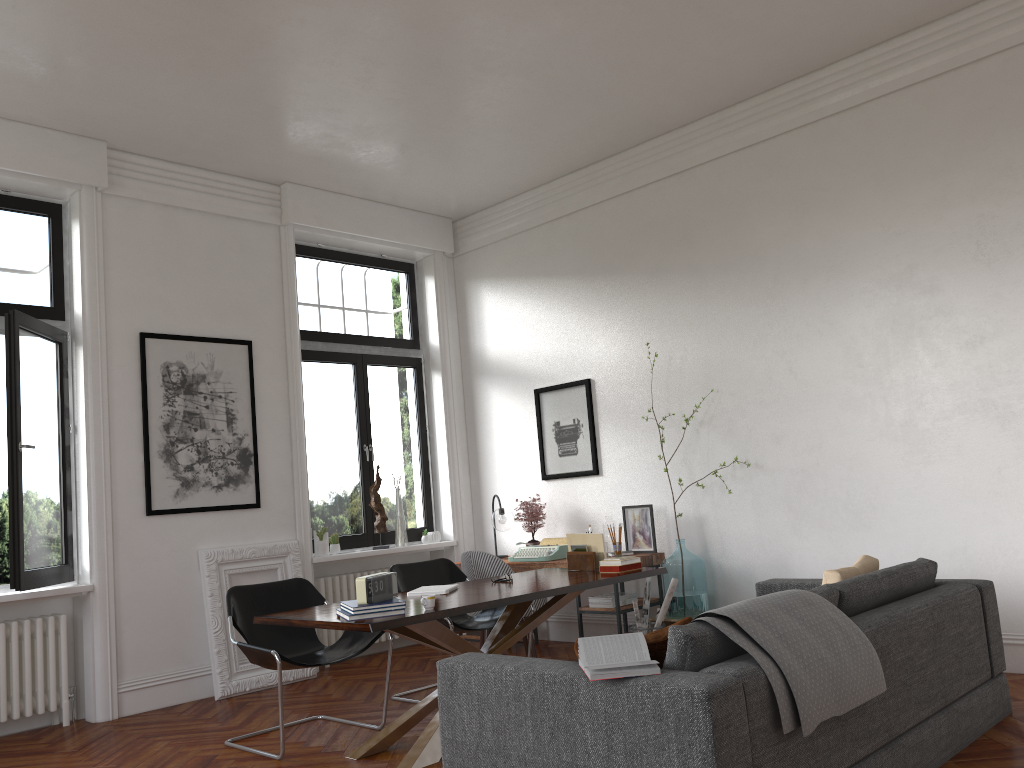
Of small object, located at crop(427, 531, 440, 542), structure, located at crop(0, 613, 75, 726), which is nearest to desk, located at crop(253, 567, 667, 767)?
structure, located at crop(0, 613, 75, 726)

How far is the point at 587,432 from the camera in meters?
7.5 m

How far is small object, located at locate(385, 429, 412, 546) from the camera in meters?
7.9

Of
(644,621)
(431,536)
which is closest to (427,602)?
(644,621)

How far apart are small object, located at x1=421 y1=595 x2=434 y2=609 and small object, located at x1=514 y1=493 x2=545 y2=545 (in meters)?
3.31

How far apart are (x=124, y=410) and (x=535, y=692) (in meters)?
4.38

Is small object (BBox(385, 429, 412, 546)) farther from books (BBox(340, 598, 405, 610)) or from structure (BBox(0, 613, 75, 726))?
books (BBox(340, 598, 405, 610))

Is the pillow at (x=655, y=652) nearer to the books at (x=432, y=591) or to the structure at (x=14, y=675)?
the books at (x=432, y=591)

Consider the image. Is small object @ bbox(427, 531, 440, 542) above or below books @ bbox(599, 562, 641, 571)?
above

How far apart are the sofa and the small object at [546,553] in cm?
204
